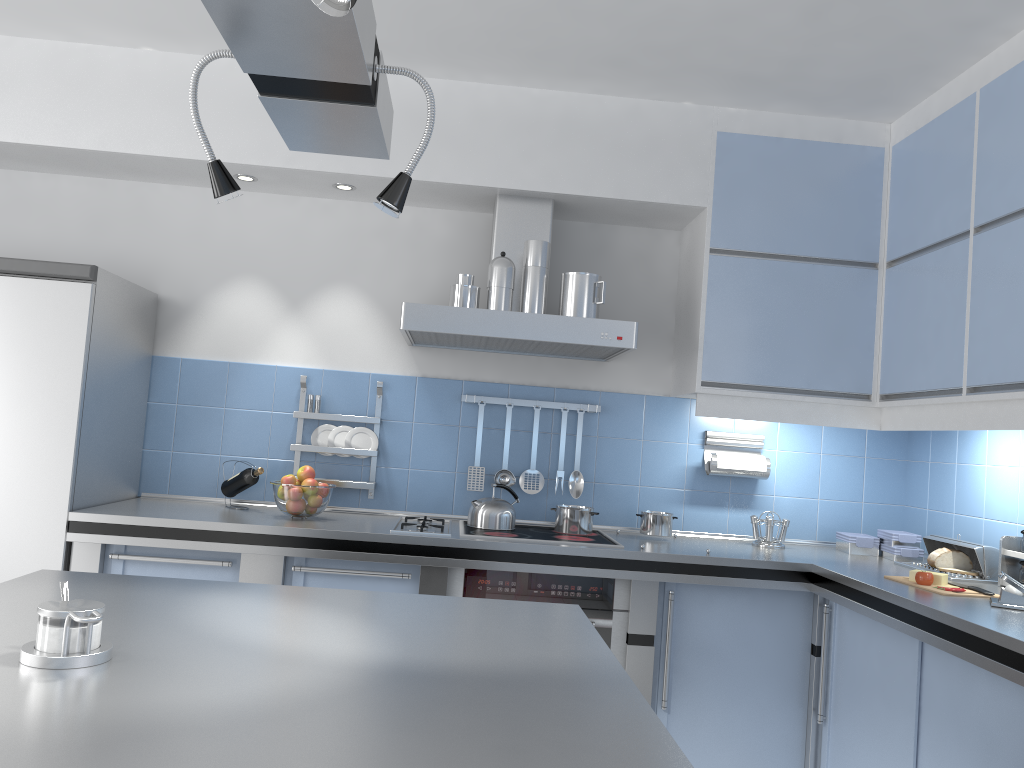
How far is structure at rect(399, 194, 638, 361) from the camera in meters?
3.2 m

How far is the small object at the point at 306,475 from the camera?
3.38m

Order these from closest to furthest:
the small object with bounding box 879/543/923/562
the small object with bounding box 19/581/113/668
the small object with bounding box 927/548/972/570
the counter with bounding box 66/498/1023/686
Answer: the small object with bounding box 19/581/113/668, the counter with bounding box 66/498/1023/686, the small object with bounding box 927/548/972/570, the small object with bounding box 879/543/923/562

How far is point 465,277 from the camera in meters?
3.3

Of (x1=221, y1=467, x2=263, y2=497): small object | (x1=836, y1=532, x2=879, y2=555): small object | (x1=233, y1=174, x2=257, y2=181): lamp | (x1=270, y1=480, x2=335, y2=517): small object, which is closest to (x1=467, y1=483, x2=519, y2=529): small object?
(x1=270, y1=480, x2=335, y2=517): small object

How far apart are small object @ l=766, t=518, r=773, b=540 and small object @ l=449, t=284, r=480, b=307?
1.5m

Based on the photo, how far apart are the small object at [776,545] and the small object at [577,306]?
1.2 meters

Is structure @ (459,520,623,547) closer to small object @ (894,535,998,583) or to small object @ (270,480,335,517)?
small object @ (270,480,335,517)

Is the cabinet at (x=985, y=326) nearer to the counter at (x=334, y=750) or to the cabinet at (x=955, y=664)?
the cabinet at (x=955, y=664)

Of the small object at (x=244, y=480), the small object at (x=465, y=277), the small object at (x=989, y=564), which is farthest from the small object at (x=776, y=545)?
the small object at (x=244, y=480)
